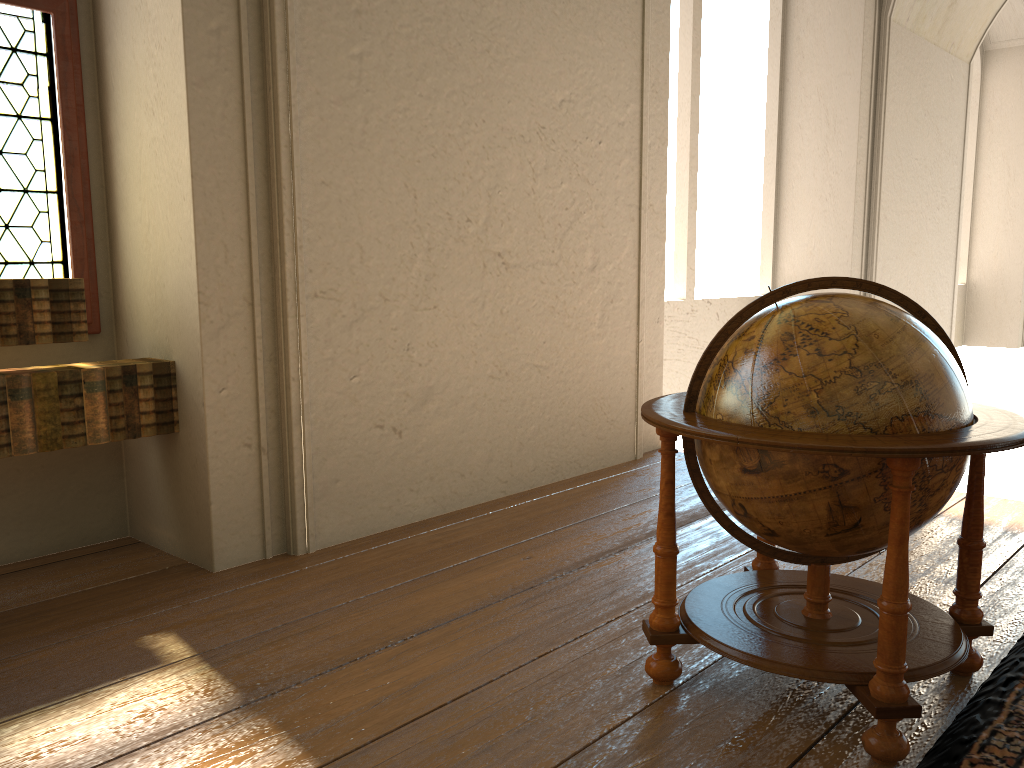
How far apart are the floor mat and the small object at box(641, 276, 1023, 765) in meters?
0.1

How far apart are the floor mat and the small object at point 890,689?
0.05m

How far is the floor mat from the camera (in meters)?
2.62

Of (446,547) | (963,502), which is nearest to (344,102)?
(446,547)

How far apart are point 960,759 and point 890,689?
0.3m

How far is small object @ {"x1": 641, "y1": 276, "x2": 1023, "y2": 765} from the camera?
2.6 meters

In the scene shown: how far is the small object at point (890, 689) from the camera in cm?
259

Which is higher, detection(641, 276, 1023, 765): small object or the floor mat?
detection(641, 276, 1023, 765): small object
